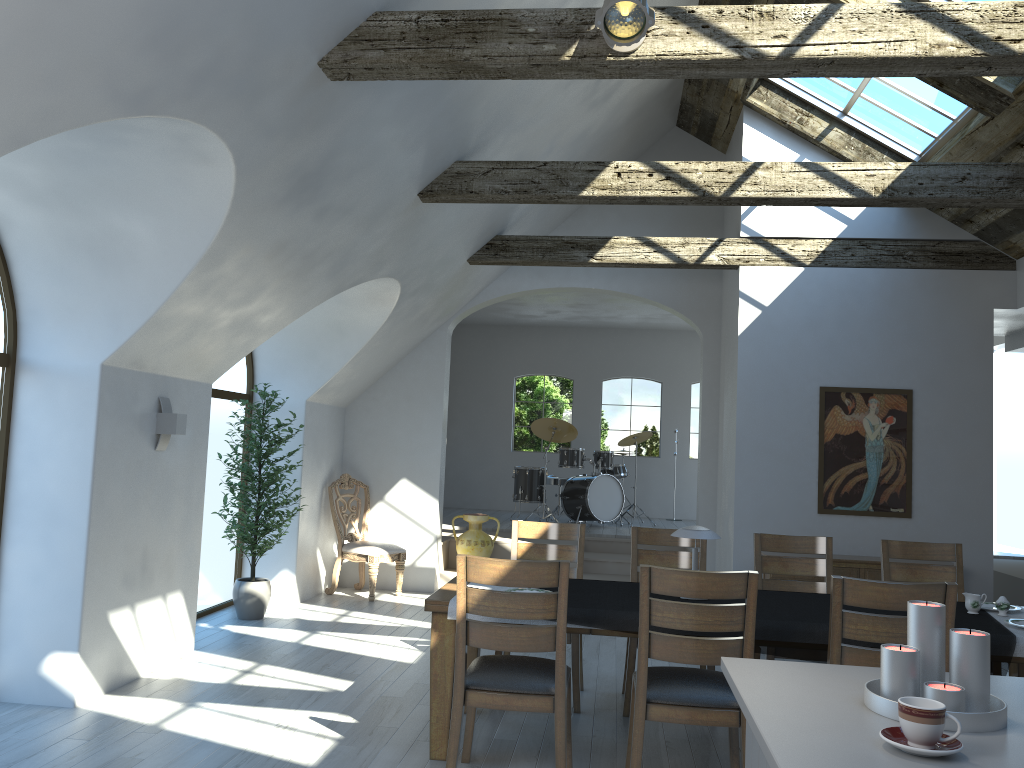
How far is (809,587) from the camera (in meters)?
5.34

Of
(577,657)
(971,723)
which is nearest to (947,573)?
(577,657)

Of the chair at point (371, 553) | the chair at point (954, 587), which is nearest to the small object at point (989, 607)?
the chair at point (954, 587)

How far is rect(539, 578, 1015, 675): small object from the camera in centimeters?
384cm

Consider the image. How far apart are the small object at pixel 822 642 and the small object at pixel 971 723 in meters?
1.7 m

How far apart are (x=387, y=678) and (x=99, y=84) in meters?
3.8 m

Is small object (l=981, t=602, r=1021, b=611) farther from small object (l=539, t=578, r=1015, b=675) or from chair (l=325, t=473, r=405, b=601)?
chair (l=325, t=473, r=405, b=601)

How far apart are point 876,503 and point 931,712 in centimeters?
591cm

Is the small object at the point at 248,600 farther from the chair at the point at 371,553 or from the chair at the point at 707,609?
the chair at the point at 707,609

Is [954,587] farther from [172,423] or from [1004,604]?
[172,423]
